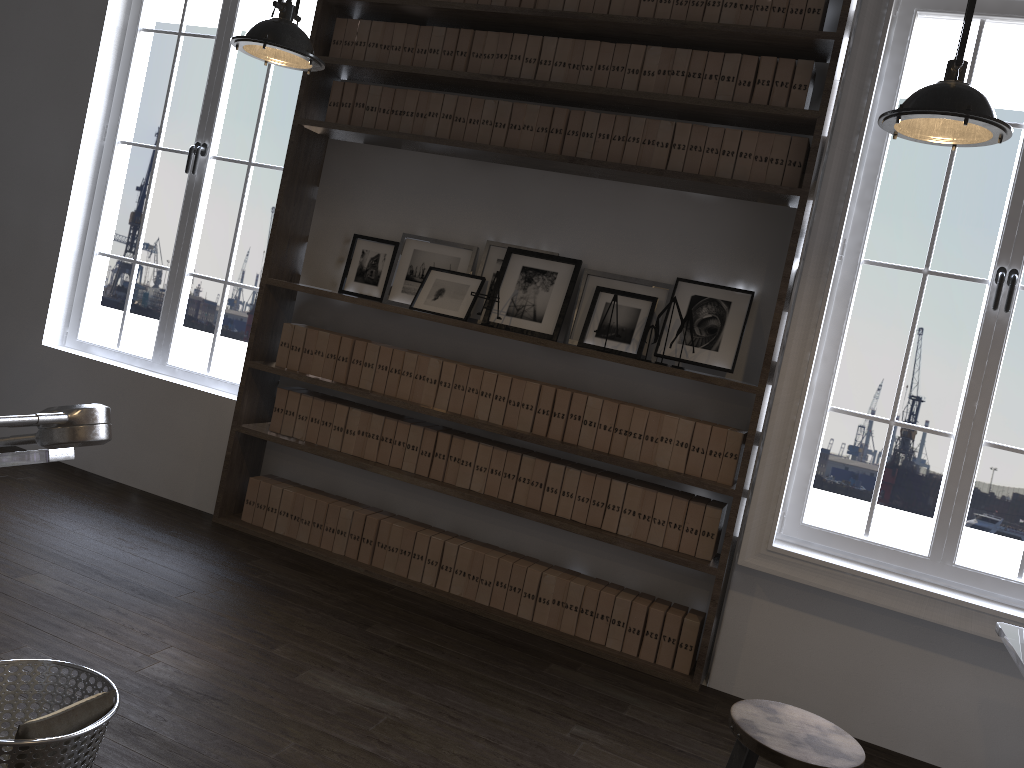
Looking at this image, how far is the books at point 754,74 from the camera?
3.6m

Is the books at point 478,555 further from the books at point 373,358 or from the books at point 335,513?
the books at point 373,358

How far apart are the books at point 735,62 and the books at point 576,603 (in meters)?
2.16

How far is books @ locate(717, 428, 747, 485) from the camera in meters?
3.6

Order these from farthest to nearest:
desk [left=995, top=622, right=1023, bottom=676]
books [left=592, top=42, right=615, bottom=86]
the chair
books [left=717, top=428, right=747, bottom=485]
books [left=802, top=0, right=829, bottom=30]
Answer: books [left=592, top=42, right=615, bottom=86] < books [left=717, top=428, right=747, bottom=485] < books [left=802, top=0, right=829, bottom=30] < desk [left=995, top=622, right=1023, bottom=676] < the chair

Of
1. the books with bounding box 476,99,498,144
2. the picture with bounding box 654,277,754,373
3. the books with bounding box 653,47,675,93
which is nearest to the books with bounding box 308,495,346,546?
the picture with bounding box 654,277,754,373

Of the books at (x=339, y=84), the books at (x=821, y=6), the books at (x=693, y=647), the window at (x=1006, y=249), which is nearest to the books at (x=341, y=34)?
the books at (x=339, y=84)

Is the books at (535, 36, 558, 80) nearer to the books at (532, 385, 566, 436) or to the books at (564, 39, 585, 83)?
the books at (564, 39, 585, 83)

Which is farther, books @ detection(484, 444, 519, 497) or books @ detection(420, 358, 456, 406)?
books @ detection(420, 358, 456, 406)

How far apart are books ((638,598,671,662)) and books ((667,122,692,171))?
1.9m
